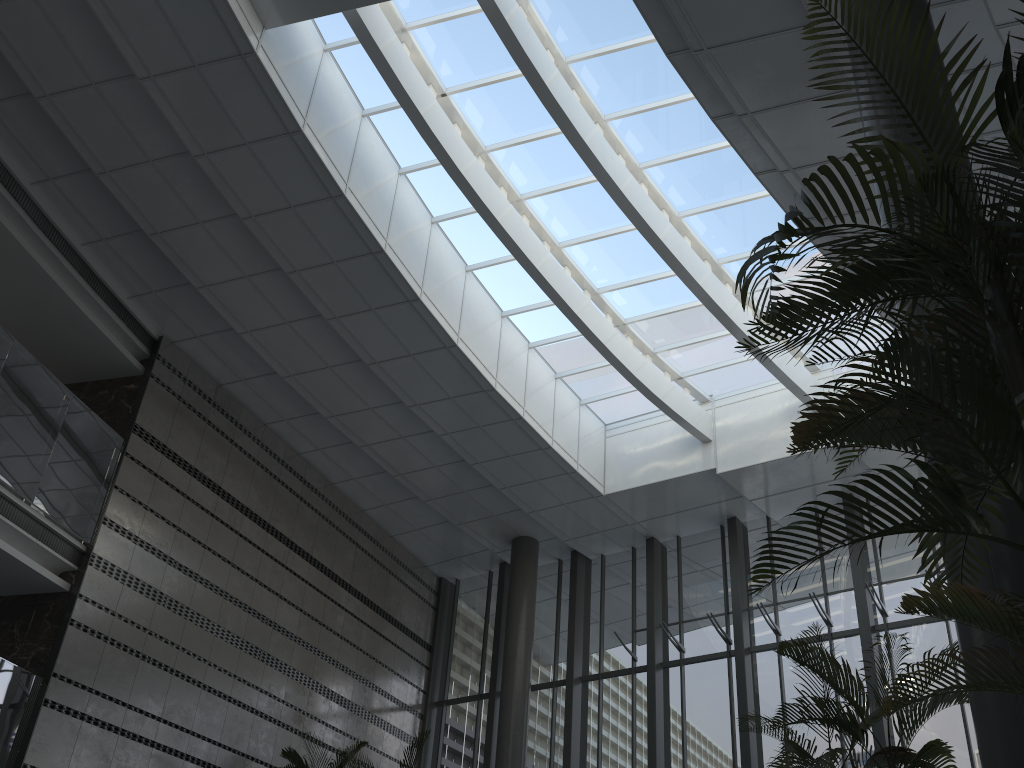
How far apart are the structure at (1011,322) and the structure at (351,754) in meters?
8.0

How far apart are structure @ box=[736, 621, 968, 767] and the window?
6.1m

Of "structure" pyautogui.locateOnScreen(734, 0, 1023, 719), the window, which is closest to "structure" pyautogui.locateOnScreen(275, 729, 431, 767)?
the window

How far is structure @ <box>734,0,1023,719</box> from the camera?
1.96m

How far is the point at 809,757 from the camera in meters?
4.1

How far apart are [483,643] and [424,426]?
4.3m

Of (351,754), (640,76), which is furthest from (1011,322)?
(351,754)

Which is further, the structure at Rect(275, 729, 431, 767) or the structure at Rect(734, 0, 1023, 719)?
the structure at Rect(275, 729, 431, 767)

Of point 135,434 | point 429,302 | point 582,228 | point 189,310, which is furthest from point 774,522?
point 135,434

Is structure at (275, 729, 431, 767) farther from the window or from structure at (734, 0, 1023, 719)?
structure at (734, 0, 1023, 719)
